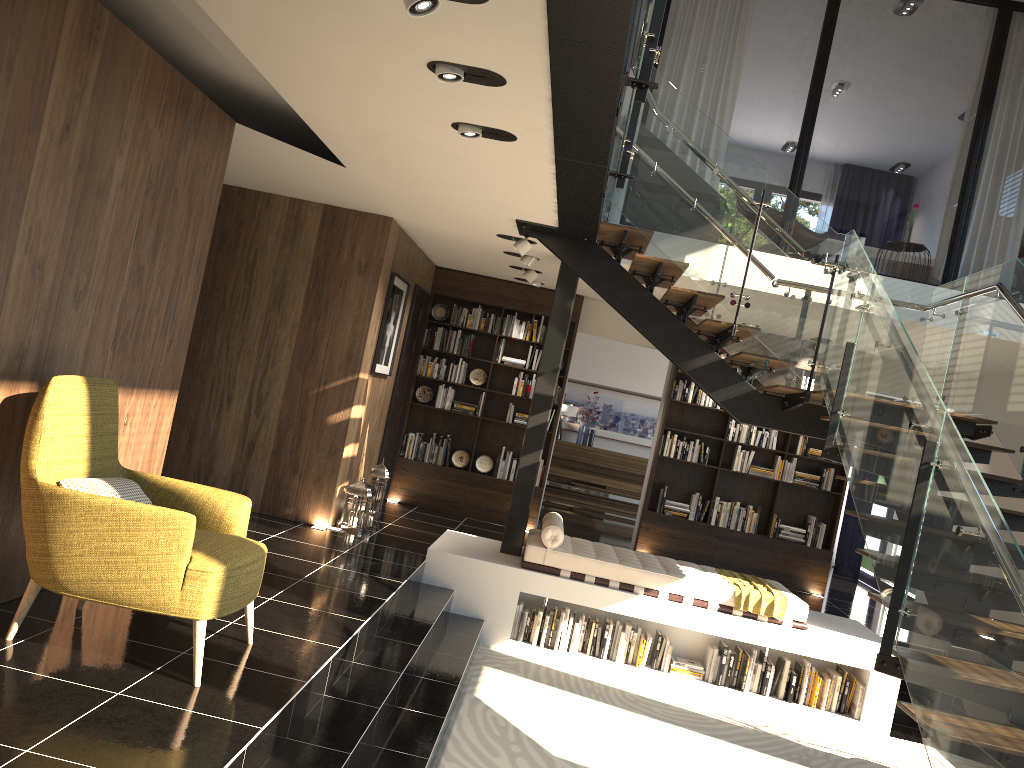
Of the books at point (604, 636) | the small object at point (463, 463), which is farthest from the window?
the books at point (604, 636)

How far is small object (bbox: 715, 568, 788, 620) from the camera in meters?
6.9 m

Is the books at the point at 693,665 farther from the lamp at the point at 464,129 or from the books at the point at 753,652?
the lamp at the point at 464,129

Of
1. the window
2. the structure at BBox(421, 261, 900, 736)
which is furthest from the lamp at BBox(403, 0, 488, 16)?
the window

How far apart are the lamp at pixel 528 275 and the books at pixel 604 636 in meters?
3.5

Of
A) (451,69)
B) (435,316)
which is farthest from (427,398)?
(451,69)

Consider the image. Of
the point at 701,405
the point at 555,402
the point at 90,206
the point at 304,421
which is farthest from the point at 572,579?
the point at 90,206

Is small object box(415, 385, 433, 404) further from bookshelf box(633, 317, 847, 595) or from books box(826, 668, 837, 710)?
books box(826, 668, 837, 710)

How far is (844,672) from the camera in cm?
689

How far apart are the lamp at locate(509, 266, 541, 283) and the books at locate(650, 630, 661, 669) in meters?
3.7
